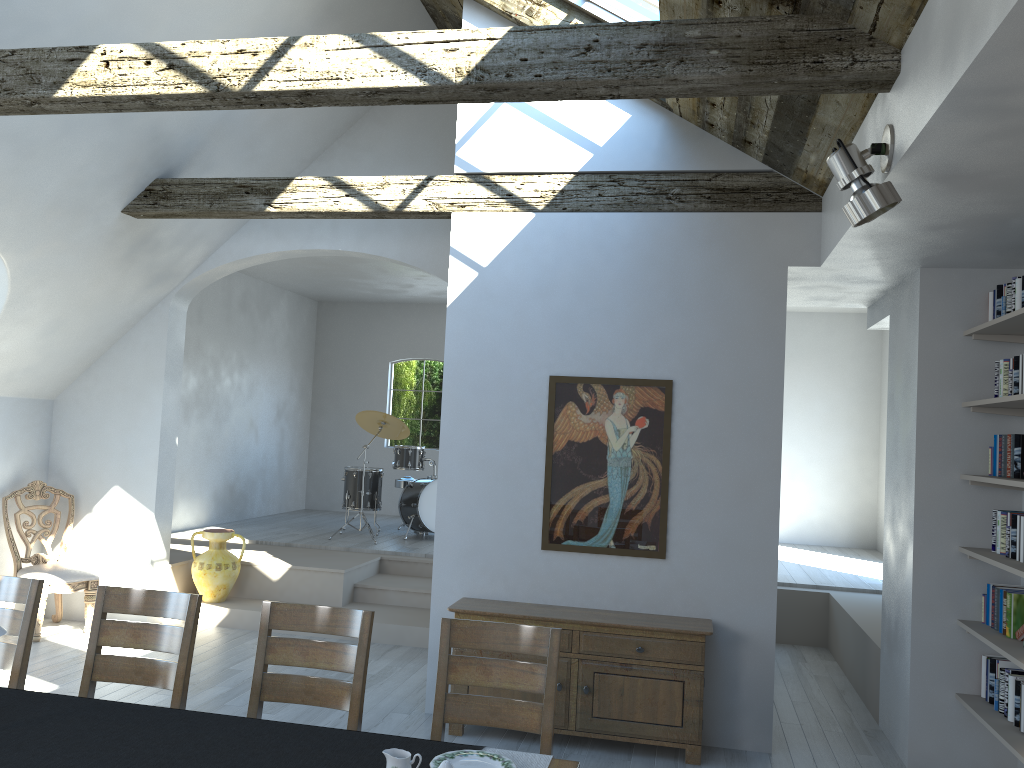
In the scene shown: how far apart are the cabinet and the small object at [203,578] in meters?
3.1

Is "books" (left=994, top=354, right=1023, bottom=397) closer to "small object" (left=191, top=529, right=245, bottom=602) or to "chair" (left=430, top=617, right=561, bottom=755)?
"chair" (left=430, top=617, right=561, bottom=755)

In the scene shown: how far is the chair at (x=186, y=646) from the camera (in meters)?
3.57

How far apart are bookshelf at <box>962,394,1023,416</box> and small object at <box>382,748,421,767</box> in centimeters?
319cm

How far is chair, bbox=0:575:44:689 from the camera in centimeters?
369cm

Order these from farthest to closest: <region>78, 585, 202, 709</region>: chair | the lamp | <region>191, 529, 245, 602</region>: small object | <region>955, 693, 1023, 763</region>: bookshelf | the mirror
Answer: <region>191, 529, 245, 602</region>: small object
the mirror
<region>955, 693, 1023, 763</region>: bookshelf
<region>78, 585, 202, 709</region>: chair
the lamp

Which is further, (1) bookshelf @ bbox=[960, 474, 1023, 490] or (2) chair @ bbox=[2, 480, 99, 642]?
(2) chair @ bbox=[2, 480, 99, 642]

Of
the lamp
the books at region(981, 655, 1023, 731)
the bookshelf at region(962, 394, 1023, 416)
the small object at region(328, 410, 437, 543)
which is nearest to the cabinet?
the books at region(981, 655, 1023, 731)

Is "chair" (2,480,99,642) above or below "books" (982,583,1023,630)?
below

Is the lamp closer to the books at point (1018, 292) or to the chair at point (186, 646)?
the books at point (1018, 292)
